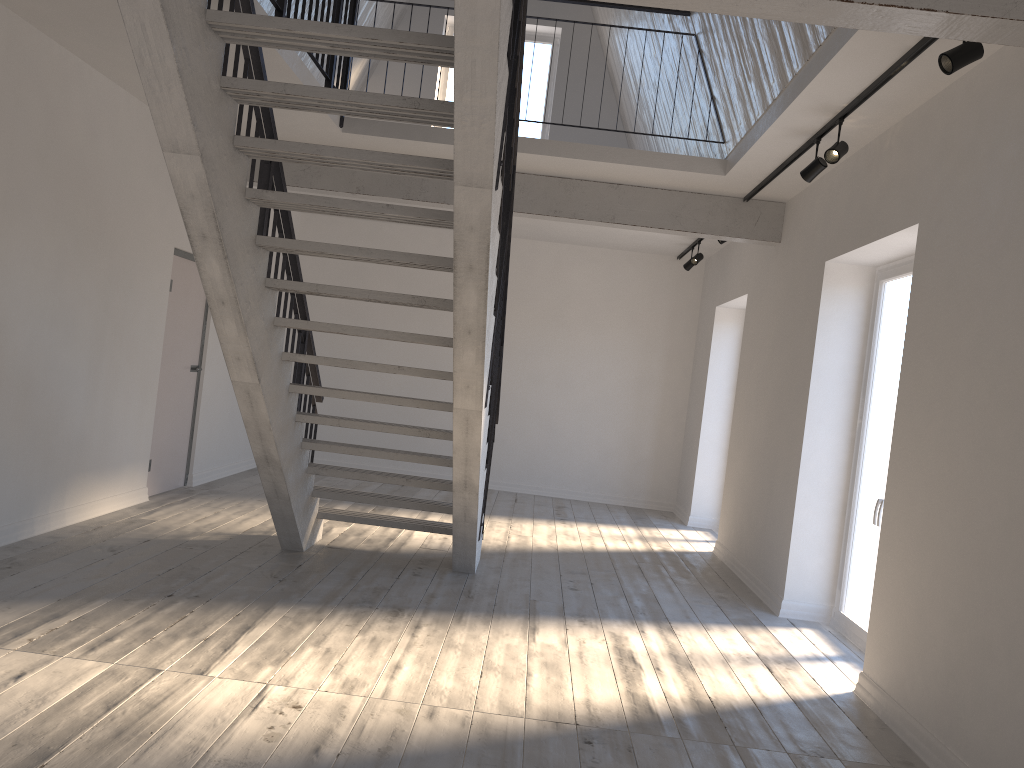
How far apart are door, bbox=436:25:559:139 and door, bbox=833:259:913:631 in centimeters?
581cm

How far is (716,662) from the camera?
4.6 meters

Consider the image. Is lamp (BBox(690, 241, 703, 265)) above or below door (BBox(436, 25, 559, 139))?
below

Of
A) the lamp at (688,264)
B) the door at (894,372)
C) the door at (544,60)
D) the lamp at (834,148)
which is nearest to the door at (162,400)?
the door at (544,60)

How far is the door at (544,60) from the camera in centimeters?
1066cm

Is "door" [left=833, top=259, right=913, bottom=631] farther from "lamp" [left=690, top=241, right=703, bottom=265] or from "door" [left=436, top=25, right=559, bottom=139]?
"door" [left=436, top=25, right=559, bottom=139]

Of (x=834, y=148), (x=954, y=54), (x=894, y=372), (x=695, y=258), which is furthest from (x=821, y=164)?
(x=695, y=258)

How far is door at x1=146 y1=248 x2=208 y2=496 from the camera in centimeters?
737cm

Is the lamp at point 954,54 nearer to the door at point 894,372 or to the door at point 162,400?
the door at point 894,372

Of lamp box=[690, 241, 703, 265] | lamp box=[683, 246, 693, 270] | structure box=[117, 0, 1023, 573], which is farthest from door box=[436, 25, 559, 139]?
structure box=[117, 0, 1023, 573]
